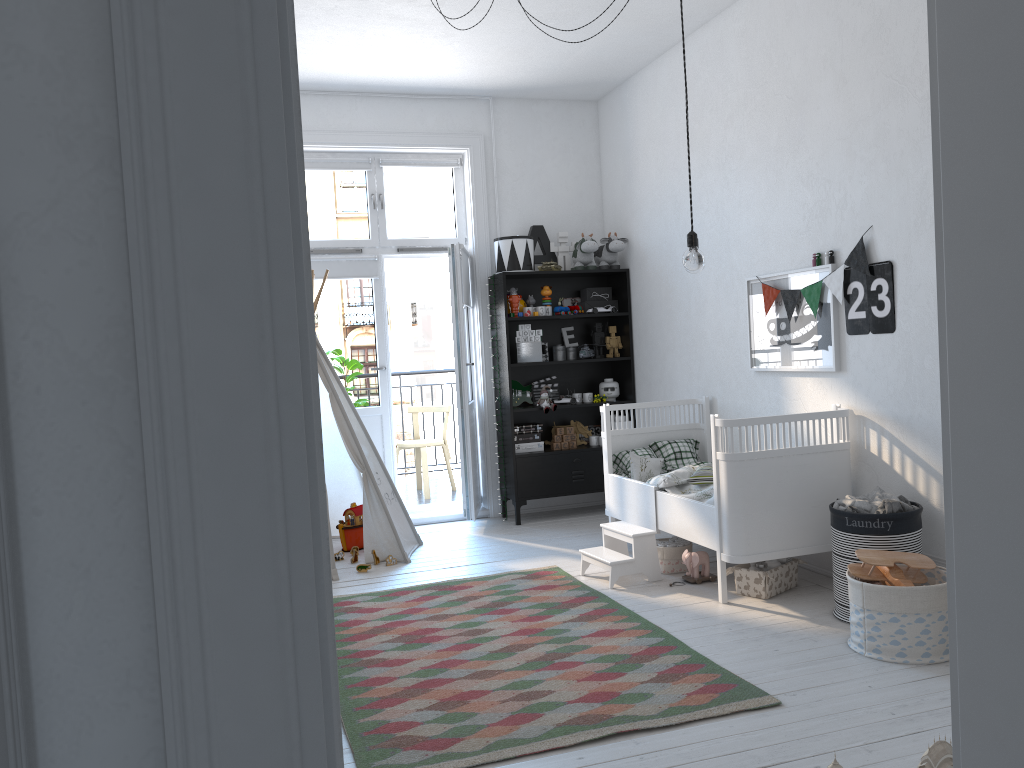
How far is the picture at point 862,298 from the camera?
3.89m

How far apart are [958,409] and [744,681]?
2.1 meters

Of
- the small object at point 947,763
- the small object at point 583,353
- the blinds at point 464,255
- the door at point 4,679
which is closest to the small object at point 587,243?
the small object at point 583,353

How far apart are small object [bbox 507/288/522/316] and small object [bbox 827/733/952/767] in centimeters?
433cm

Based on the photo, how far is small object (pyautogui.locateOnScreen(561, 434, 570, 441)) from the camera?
6.0 meters

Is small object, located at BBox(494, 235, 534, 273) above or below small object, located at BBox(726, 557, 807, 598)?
above

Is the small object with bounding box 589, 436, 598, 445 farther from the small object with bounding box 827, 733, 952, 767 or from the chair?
the small object with bounding box 827, 733, 952, 767

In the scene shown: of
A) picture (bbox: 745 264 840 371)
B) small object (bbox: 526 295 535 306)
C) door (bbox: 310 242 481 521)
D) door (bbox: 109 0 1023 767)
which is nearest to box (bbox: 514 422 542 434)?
door (bbox: 310 242 481 521)

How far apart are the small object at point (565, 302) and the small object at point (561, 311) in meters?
0.2

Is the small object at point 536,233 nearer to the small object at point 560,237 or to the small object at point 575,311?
the small object at point 560,237
